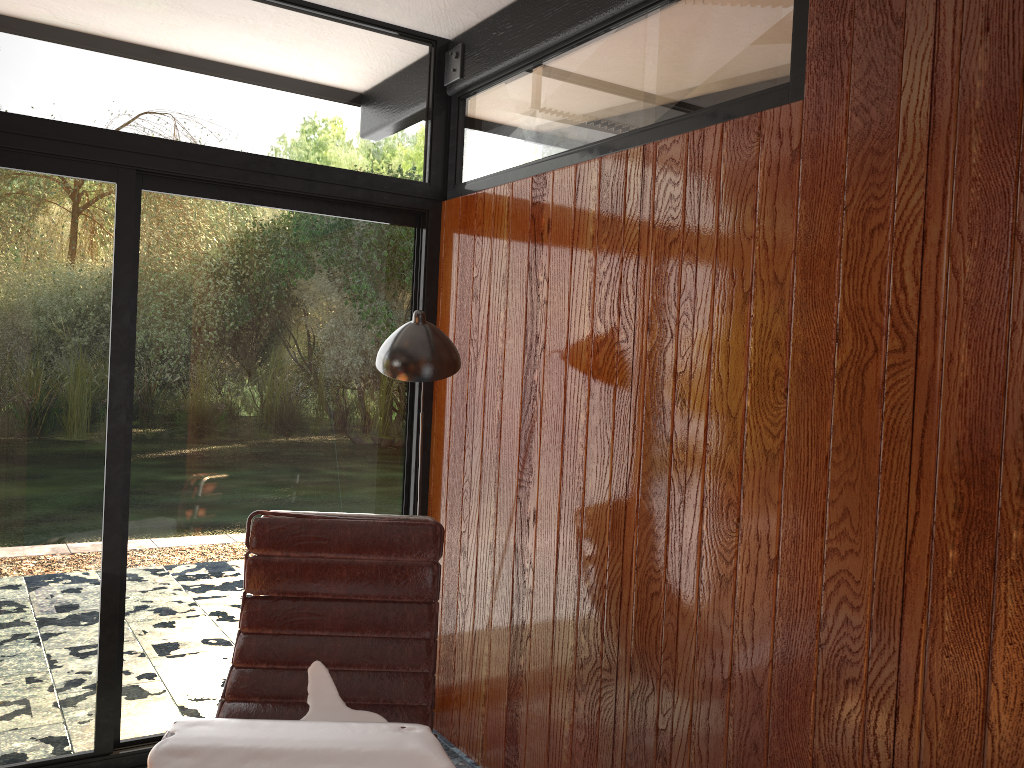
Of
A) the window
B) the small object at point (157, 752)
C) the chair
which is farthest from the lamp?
the small object at point (157, 752)

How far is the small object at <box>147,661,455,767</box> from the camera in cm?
181

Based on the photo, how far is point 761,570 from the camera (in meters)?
1.99

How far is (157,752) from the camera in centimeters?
181cm

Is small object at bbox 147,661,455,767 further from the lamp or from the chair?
the lamp

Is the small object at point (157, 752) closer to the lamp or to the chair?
the chair

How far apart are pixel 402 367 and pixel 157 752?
1.2m

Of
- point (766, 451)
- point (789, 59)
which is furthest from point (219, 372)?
point (789, 59)

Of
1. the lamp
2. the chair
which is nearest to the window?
the chair

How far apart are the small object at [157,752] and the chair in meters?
0.0 m
